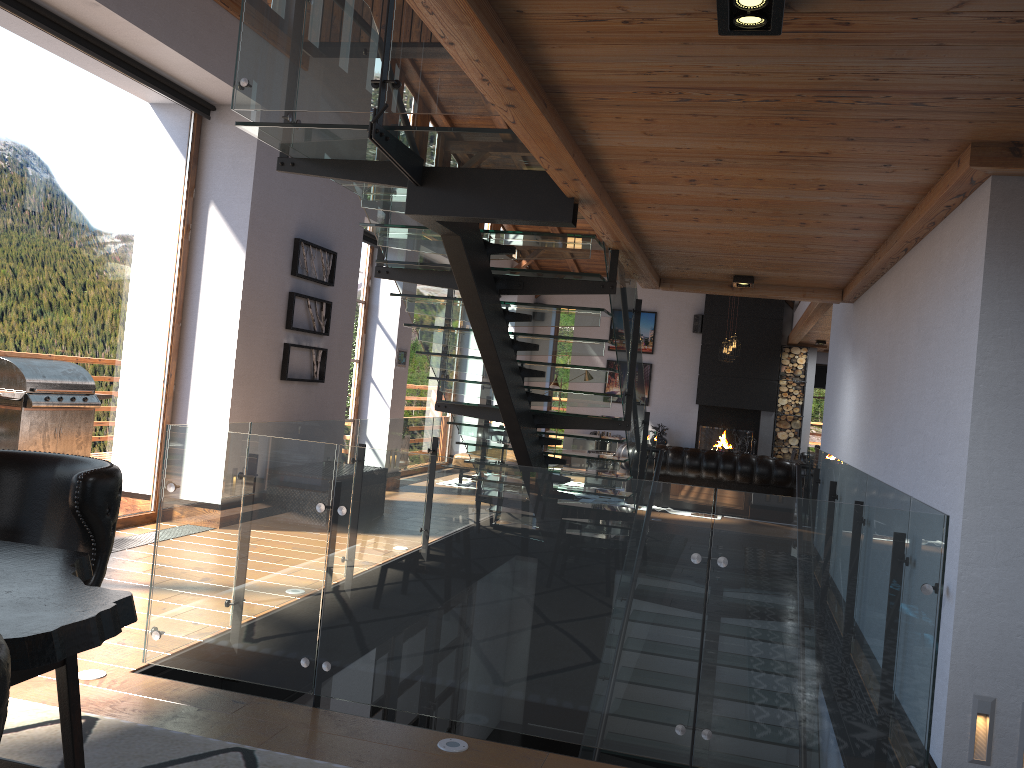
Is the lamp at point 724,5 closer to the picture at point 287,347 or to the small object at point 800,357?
the picture at point 287,347

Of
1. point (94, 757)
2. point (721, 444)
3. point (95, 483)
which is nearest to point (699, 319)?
point (721, 444)

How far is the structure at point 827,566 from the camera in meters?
3.2 m

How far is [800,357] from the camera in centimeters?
1583cm

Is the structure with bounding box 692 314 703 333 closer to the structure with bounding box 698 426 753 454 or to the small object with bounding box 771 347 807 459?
the small object with bounding box 771 347 807 459

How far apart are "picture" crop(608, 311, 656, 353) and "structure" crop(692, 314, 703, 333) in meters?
0.8 m

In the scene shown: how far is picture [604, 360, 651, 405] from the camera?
16.9m

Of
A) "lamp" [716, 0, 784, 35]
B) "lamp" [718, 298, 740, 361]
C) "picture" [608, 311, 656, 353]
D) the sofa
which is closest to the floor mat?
"lamp" [716, 0, 784, 35]

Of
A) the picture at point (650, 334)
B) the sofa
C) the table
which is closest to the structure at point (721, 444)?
the picture at point (650, 334)

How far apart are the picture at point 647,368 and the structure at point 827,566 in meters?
8.0
